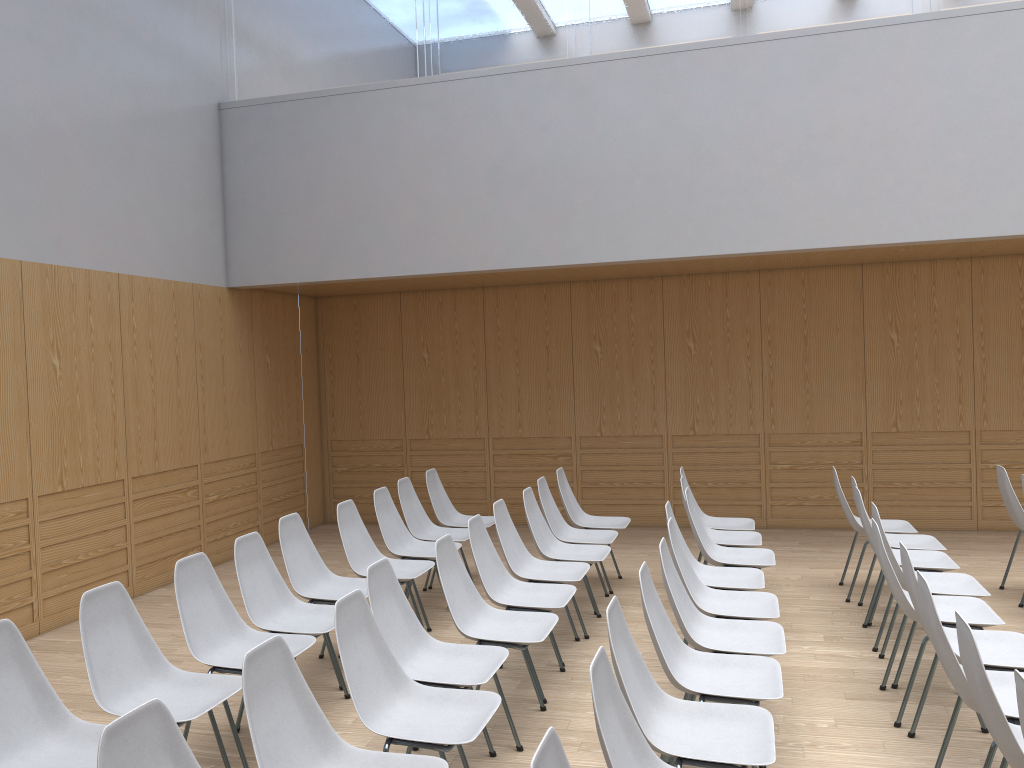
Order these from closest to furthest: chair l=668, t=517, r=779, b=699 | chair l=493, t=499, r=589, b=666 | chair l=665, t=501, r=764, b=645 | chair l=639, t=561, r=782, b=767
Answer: chair l=639, t=561, r=782, b=767 < chair l=668, t=517, r=779, b=699 < chair l=665, t=501, r=764, b=645 < chair l=493, t=499, r=589, b=666

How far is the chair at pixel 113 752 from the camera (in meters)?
2.03

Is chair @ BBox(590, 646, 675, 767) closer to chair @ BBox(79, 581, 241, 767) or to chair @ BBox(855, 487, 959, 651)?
chair @ BBox(79, 581, 241, 767)

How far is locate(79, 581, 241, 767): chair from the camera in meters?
3.3 m

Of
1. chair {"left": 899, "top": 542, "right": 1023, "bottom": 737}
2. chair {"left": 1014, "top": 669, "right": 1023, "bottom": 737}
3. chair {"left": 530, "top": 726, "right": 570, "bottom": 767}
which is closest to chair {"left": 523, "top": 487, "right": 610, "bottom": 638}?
chair {"left": 899, "top": 542, "right": 1023, "bottom": 737}

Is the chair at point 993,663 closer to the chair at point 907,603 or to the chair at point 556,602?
the chair at point 907,603

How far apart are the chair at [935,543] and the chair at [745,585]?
1.25m

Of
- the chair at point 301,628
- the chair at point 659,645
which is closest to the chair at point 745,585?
the chair at point 659,645

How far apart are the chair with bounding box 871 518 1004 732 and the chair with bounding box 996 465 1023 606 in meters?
1.8 m

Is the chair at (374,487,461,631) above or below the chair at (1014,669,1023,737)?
below
